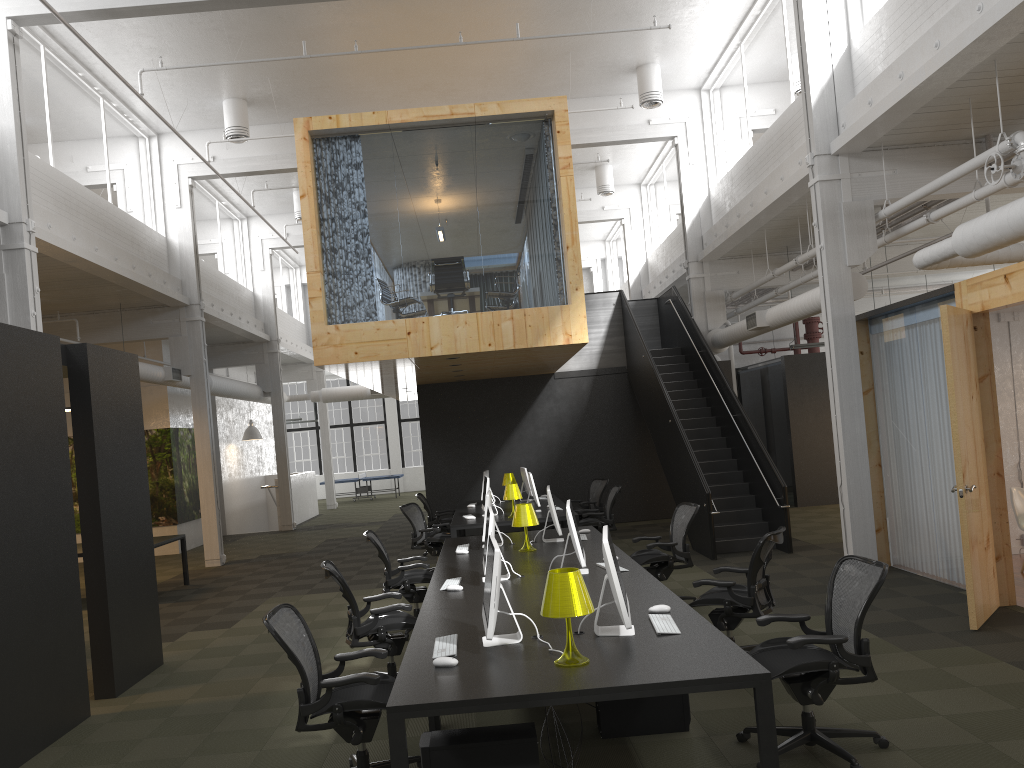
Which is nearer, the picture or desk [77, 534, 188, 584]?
desk [77, 534, 188, 584]

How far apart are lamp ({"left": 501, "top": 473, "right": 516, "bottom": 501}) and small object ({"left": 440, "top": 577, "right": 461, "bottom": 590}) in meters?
7.9

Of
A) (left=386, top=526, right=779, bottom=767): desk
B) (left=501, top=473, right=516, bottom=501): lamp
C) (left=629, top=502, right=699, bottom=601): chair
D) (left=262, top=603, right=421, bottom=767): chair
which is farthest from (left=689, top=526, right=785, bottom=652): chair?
(left=501, top=473, right=516, bottom=501): lamp

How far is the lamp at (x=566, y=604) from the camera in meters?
4.0 m

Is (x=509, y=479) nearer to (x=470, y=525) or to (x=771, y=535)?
(x=470, y=525)

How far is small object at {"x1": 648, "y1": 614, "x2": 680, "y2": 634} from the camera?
4.5m

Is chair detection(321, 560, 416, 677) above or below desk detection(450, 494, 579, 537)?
below

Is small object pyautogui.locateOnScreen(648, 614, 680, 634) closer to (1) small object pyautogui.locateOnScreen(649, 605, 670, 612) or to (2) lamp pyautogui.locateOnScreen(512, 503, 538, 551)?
(1) small object pyautogui.locateOnScreen(649, 605, 670, 612)

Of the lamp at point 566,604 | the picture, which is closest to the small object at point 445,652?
the lamp at point 566,604

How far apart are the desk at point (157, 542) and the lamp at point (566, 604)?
9.3m
